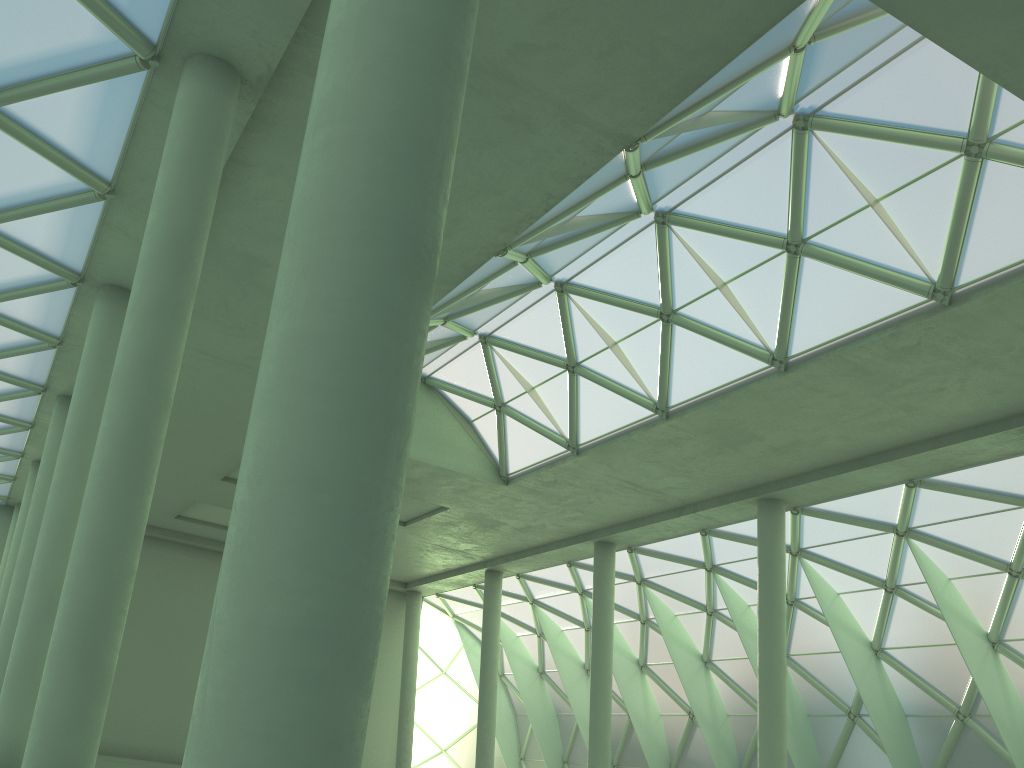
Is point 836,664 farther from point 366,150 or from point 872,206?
point 366,150

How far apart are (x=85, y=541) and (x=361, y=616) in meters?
10.2
